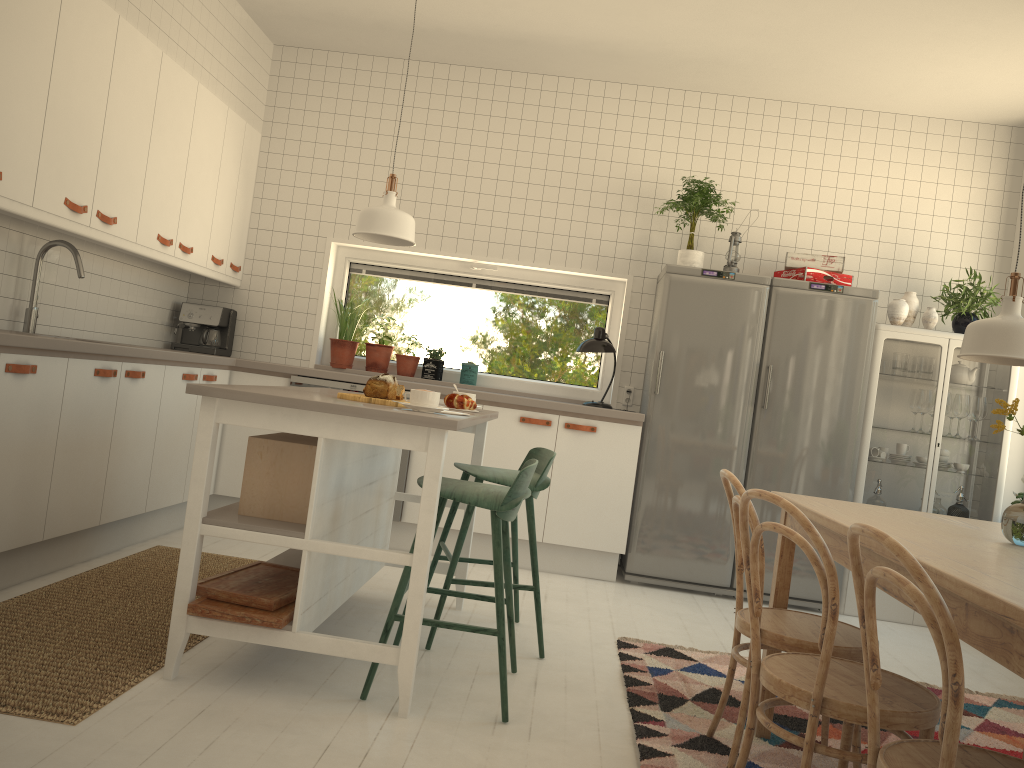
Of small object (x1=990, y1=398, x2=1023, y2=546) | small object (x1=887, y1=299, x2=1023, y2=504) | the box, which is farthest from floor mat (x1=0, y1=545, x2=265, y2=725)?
small object (x1=887, y1=299, x2=1023, y2=504)

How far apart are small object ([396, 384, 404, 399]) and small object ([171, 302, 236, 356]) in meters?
2.6 m

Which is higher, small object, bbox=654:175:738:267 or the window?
small object, bbox=654:175:738:267

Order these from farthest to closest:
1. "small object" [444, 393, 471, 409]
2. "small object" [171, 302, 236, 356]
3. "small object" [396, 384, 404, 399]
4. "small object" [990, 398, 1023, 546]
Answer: "small object" [171, 302, 236, 356] → "small object" [444, 393, 471, 409] → "small object" [396, 384, 404, 399] → "small object" [990, 398, 1023, 546]

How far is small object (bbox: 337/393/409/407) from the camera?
2.9 meters

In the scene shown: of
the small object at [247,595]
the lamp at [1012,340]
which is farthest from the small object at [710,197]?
the small object at [247,595]

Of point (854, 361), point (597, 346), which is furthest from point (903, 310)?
point (597, 346)

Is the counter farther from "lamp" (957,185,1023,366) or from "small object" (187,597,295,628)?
"lamp" (957,185,1023,366)

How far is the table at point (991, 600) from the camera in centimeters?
137cm

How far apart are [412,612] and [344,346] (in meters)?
3.10
